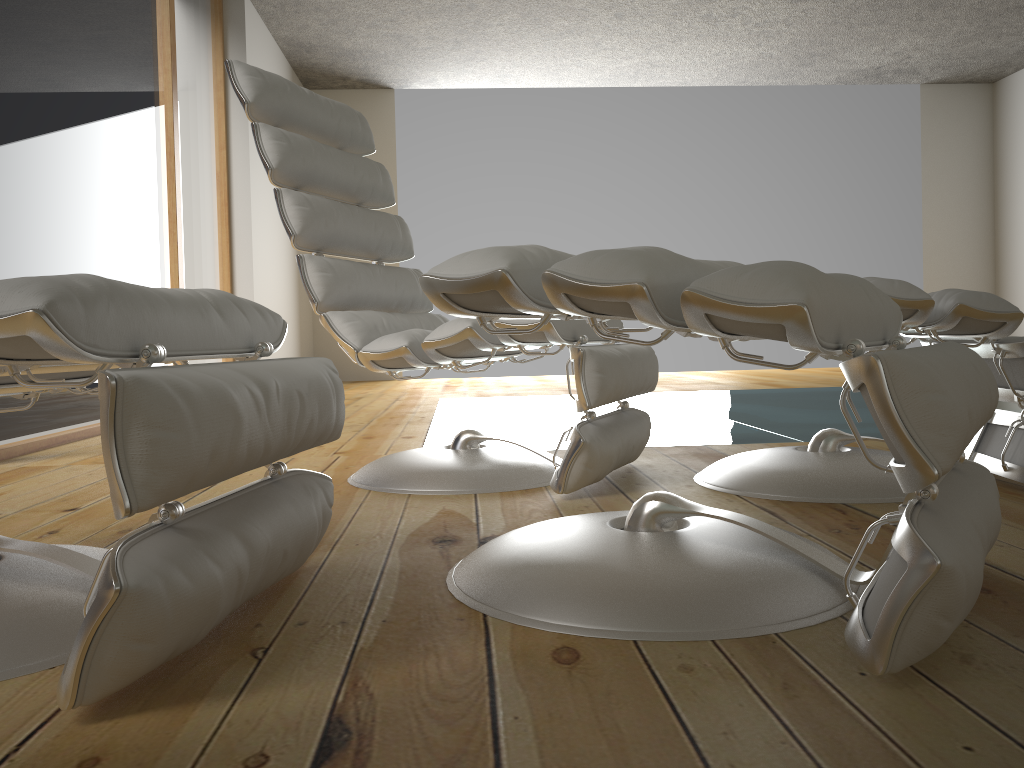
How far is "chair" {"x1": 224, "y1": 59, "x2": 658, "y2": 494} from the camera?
1.8m

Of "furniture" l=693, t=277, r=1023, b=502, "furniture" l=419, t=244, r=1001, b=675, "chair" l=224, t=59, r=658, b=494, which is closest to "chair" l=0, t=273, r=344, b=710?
"furniture" l=419, t=244, r=1001, b=675

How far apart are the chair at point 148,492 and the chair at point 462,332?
0.56m

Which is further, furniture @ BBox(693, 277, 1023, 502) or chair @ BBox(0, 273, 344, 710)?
furniture @ BBox(693, 277, 1023, 502)

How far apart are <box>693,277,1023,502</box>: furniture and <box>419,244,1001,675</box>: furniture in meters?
0.4

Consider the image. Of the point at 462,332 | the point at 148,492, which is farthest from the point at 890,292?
the point at 148,492

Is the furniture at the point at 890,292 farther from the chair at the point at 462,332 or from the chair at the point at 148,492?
the chair at the point at 148,492

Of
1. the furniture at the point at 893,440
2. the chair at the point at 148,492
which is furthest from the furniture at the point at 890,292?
the chair at the point at 148,492

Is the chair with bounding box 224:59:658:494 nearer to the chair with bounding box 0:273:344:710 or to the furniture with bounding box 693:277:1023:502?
the furniture with bounding box 693:277:1023:502

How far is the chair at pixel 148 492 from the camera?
0.76m
